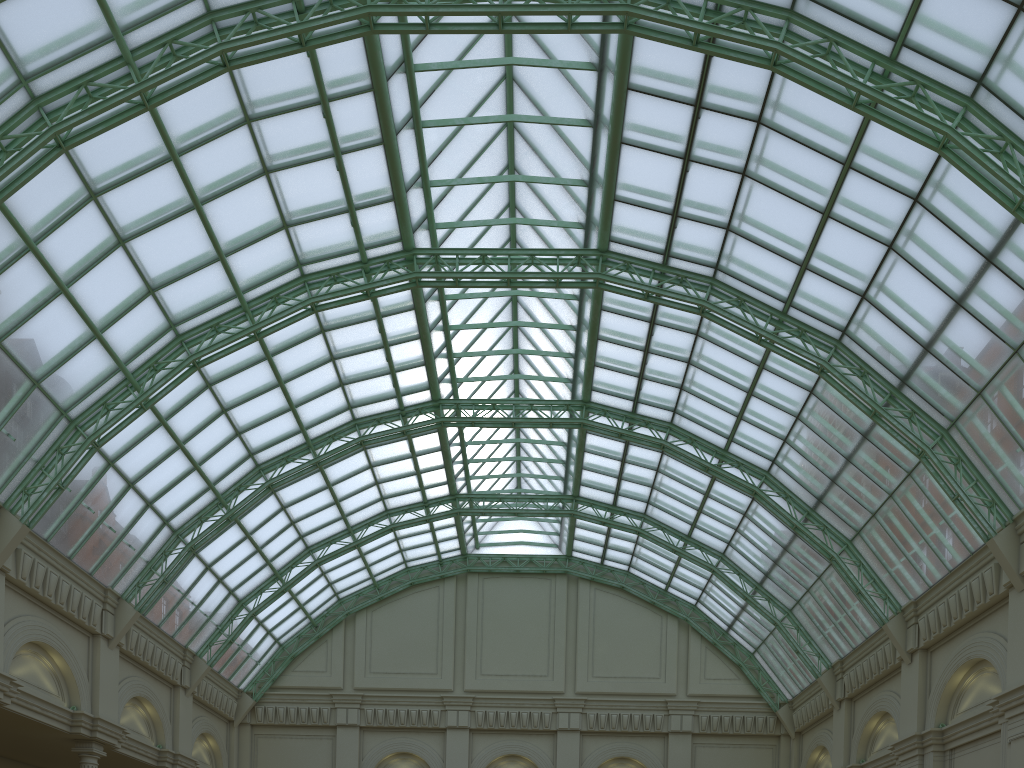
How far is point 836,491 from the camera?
37.0m

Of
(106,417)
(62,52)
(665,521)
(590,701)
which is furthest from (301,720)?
(62,52)
